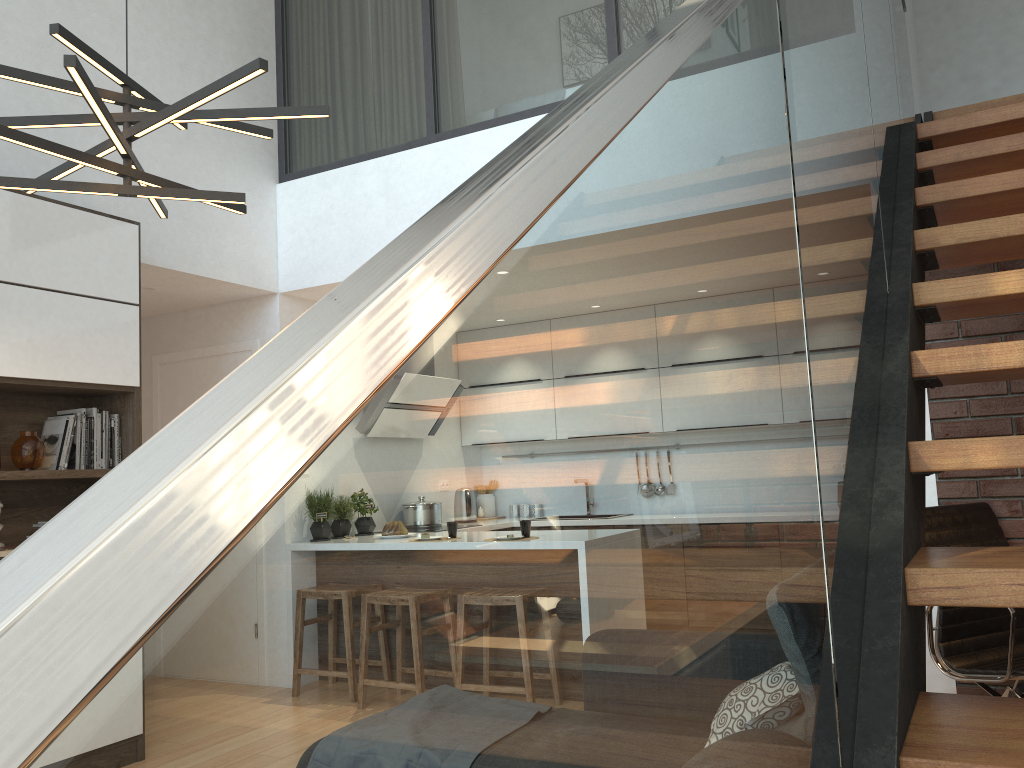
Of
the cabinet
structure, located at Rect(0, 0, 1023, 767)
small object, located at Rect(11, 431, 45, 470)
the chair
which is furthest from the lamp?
the chair

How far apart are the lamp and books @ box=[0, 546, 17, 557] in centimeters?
162cm

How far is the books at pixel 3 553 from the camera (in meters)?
3.57

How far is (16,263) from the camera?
3.68m

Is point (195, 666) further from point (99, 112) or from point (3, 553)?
point (3, 553)

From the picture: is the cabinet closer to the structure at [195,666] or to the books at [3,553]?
the books at [3,553]

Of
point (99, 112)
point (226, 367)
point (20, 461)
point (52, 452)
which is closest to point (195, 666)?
point (99, 112)

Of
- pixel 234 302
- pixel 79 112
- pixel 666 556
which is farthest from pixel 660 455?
pixel 234 302

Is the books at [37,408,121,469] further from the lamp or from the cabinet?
the lamp

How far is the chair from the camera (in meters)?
3.08
